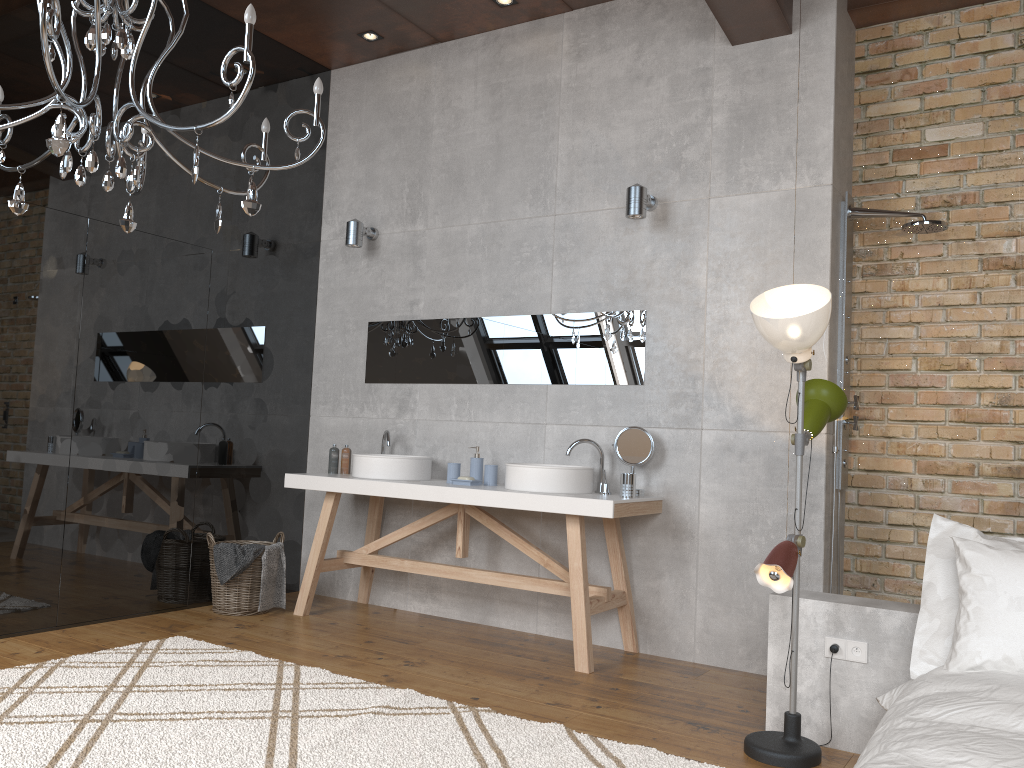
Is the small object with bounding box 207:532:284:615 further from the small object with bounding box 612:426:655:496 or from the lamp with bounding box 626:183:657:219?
the lamp with bounding box 626:183:657:219

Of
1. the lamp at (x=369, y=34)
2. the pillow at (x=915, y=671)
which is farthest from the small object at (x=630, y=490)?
the lamp at (x=369, y=34)

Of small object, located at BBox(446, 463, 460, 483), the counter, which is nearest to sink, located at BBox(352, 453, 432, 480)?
the counter

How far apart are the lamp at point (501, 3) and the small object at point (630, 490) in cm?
265

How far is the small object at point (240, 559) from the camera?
4.67m

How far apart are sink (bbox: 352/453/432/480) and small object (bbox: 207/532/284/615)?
0.70m

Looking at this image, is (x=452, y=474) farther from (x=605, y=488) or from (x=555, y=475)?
(x=605, y=488)

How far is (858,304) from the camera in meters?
3.3

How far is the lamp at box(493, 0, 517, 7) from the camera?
4.8 meters

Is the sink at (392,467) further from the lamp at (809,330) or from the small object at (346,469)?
the lamp at (809,330)
